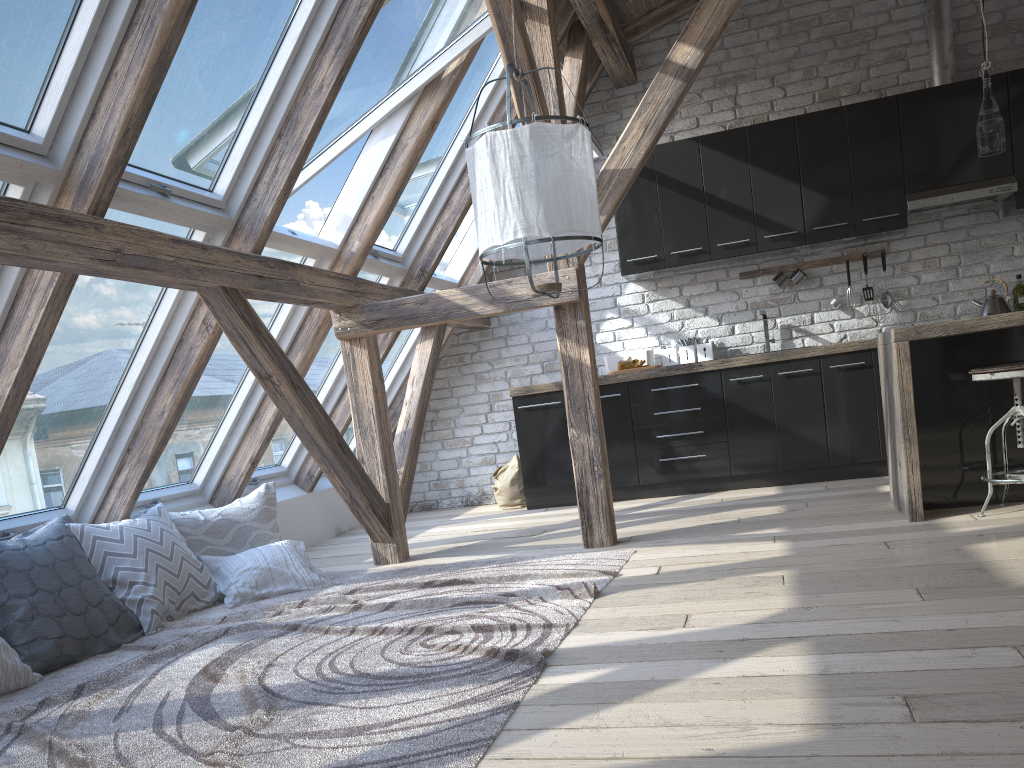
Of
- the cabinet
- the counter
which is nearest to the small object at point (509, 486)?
the cabinet

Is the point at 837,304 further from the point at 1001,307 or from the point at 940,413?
the point at 940,413

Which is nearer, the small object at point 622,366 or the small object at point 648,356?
the small object at point 622,366

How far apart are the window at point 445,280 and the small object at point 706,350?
1.41m

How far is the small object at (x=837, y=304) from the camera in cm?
592

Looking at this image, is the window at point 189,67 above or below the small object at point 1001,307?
above

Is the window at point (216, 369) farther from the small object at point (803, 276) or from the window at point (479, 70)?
the small object at point (803, 276)

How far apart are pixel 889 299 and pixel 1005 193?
0.92m

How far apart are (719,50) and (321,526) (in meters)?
4.25

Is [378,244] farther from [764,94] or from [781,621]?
[781,621]
